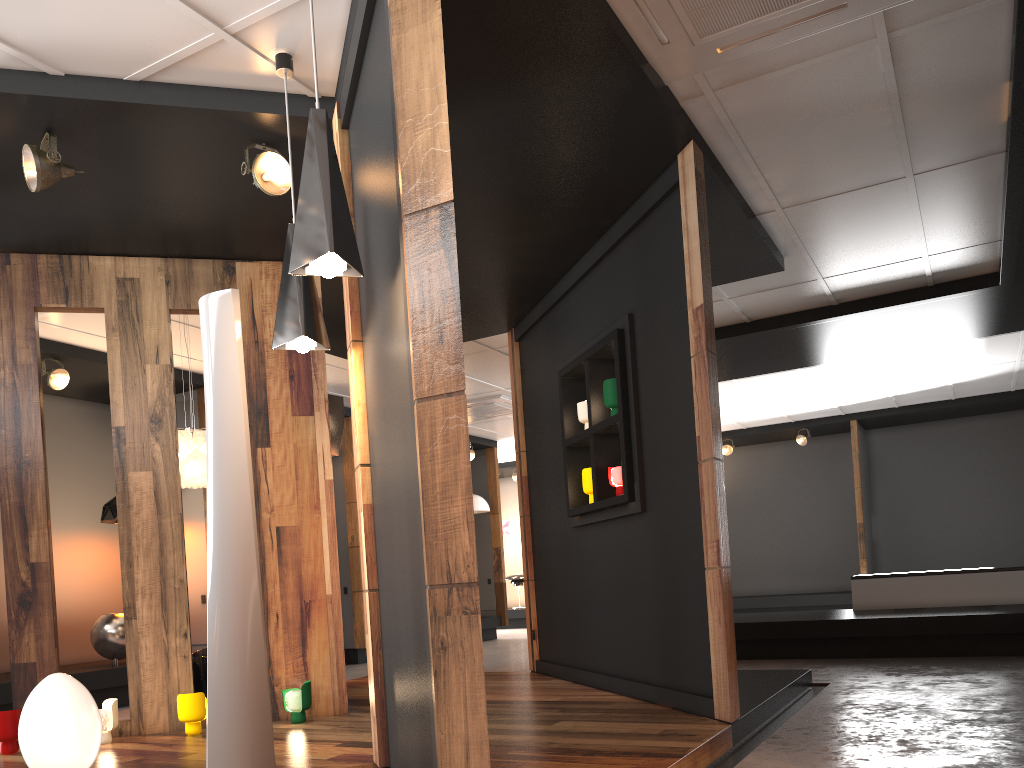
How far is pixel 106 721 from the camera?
4.51m

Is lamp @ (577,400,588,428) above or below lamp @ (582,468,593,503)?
above

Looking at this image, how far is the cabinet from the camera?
7.83m

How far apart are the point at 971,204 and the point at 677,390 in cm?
264

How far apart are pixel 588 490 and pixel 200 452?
2.6m

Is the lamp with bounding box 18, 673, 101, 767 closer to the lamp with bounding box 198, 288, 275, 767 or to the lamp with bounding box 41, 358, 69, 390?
the lamp with bounding box 198, 288, 275, 767

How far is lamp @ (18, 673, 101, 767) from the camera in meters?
3.4

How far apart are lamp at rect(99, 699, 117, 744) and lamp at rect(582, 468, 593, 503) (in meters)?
2.95

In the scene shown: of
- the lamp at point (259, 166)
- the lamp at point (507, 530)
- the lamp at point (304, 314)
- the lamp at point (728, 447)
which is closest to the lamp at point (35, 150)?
the lamp at point (259, 166)

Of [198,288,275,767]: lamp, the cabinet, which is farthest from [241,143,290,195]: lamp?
the cabinet
